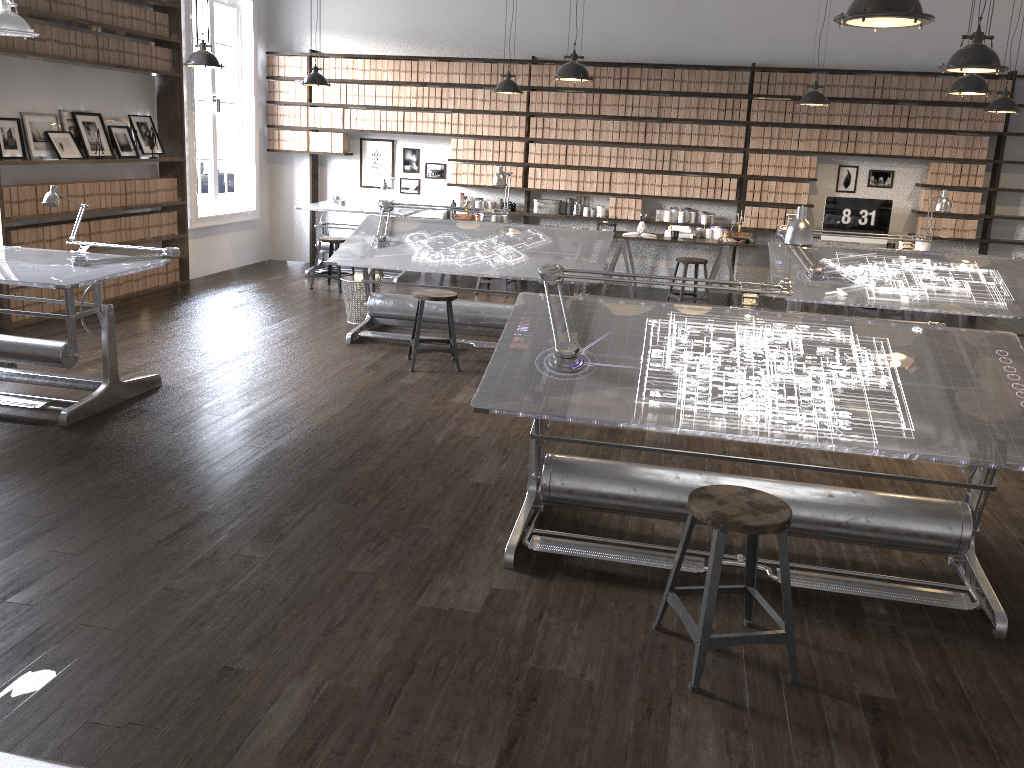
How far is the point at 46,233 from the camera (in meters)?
7.07

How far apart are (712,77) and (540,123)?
1.8 meters

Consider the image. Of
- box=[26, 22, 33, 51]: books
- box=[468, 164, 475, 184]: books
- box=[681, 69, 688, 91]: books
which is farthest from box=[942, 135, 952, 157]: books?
box=[26, 22, 33, 51]: books

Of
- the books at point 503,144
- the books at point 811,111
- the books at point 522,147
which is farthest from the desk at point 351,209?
the books at point 811,111

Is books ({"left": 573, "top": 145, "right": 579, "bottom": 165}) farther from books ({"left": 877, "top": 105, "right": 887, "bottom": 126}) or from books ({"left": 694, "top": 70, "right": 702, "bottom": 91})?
books ({"left": 877, "top": 105, "right": 887, "bottom": 126})

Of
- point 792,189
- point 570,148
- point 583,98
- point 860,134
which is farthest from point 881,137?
point 570,148

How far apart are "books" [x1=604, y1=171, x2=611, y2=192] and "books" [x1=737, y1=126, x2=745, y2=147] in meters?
1.4

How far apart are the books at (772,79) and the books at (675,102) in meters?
1.0 m

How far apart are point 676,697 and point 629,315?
1.7m

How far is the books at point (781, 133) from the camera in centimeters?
910cm
